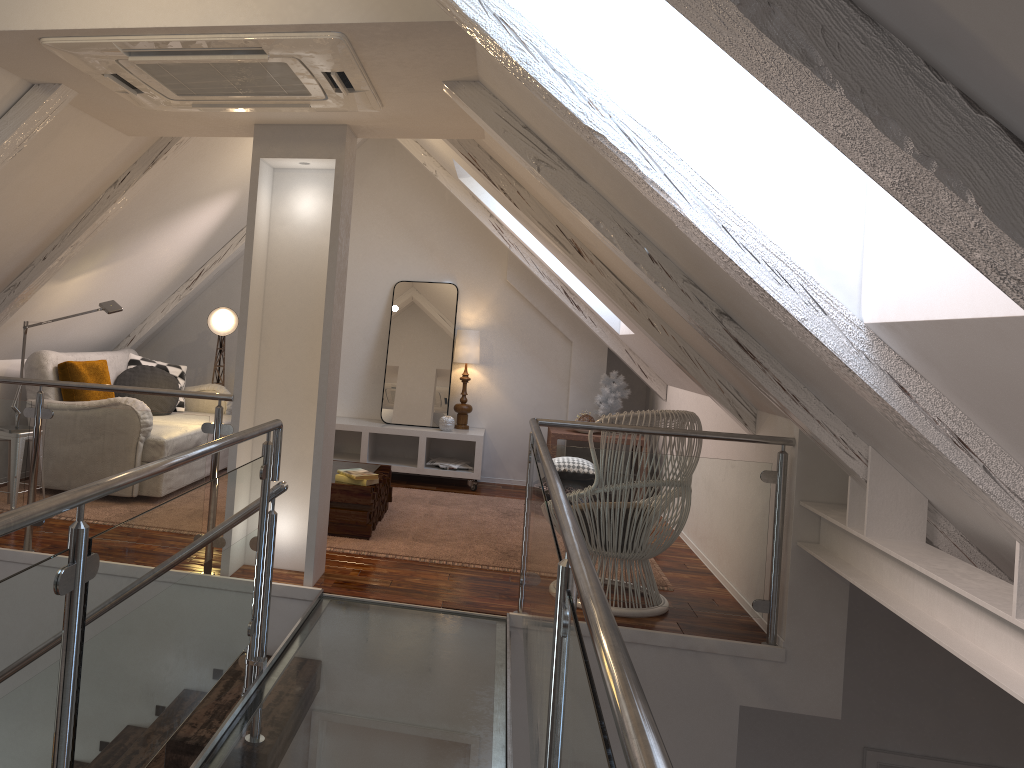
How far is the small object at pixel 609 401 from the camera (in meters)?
5.99

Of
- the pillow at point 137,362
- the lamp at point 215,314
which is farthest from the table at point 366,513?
the lamp at point 215,314

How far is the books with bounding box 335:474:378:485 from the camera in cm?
423

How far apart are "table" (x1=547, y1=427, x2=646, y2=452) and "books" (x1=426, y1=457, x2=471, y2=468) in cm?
66

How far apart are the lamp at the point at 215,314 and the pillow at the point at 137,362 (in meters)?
0.35

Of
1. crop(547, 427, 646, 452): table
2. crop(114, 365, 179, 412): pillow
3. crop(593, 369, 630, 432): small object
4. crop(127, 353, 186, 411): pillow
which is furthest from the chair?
crop(127, 353, 186, 411): pillow

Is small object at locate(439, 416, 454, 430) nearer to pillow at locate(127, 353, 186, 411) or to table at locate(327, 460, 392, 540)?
table at locate(327, 460, 392, 540)

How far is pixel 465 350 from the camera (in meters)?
6.08

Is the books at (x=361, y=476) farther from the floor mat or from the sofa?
the sofa

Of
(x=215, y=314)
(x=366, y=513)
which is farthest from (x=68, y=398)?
(x=366, y=513)
